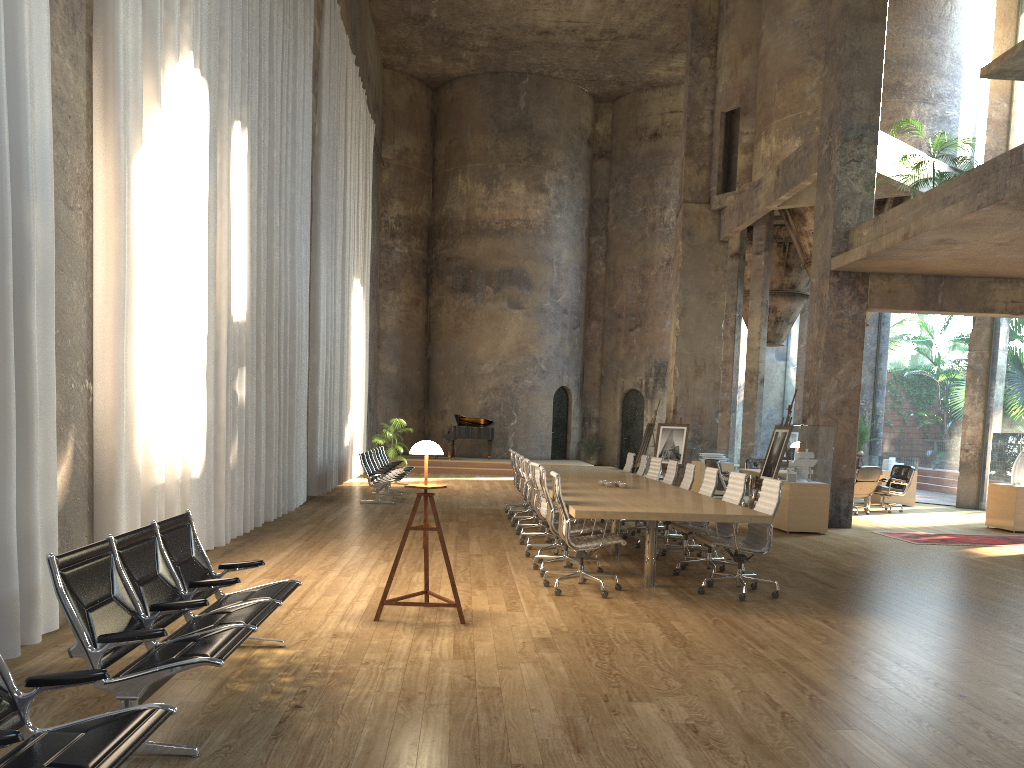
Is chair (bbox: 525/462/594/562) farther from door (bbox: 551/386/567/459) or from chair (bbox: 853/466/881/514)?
door (bbox: 551/386/567/459)

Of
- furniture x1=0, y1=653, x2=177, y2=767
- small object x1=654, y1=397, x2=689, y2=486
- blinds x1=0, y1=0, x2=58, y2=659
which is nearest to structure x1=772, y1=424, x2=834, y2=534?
small object x1=654, y1=397, x2=689, y2=486

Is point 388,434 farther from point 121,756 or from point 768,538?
point 121,756

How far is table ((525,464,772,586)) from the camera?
6.93m

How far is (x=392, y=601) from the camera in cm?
610

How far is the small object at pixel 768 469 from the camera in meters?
13.6 m

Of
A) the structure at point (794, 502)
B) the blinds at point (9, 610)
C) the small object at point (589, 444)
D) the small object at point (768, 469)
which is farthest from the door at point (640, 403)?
the blinds at point (9, 610)

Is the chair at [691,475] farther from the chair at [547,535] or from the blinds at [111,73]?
the blinds at [111,73]

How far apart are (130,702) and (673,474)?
8.38m

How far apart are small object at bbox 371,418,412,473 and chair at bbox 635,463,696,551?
11.80m
